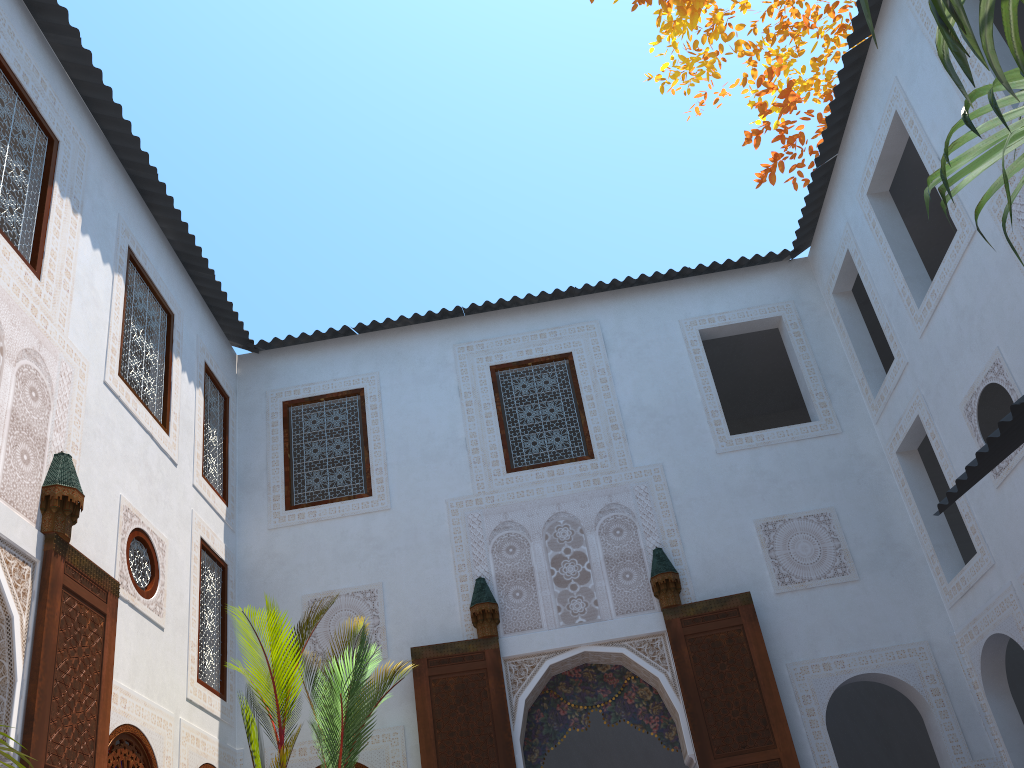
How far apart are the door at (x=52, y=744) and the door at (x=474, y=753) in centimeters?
194cm

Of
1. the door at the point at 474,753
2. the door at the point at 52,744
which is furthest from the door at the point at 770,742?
the door at the point at 52,744

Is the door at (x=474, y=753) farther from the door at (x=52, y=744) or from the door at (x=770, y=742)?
the door at (x=52, y=744)

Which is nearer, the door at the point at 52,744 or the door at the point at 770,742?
the door at the point at 52,744

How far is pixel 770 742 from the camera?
5.0 meters

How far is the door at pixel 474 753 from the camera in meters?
5.1 m

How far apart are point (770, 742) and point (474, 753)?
1.71m

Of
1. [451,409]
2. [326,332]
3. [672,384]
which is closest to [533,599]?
[451,409]

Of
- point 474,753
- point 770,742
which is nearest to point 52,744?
point 474,753

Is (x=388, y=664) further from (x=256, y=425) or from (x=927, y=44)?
(x=927, y=44)
